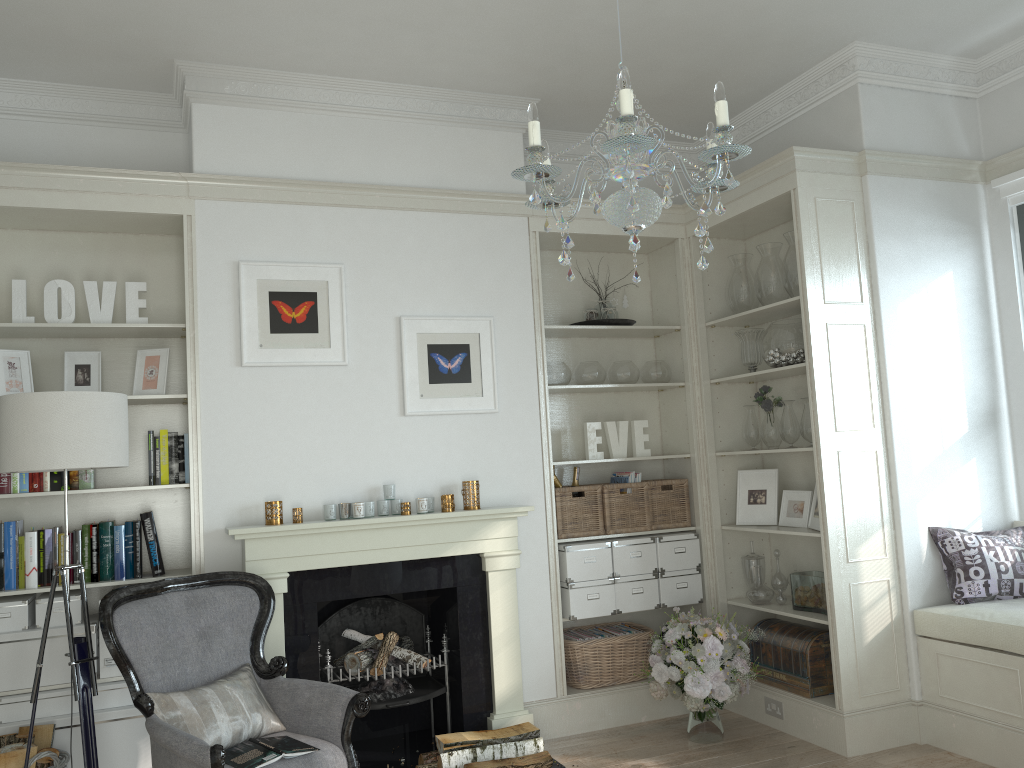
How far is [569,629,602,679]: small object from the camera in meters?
4.7

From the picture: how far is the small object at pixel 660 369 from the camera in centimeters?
506cm

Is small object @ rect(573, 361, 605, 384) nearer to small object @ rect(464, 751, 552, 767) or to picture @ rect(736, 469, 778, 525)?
picture @ rect(736, 469, 778, 525)

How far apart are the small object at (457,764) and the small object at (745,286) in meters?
2.5

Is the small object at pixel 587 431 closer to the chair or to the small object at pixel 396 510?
the small object at pixel 396 510

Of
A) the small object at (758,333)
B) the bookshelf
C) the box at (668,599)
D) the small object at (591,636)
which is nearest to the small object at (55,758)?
the bookshelf

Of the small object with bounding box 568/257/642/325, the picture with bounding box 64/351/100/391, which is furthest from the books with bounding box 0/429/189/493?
the small object with bounding box 568/257/642/325

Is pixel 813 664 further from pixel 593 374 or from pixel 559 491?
pixel 593 374

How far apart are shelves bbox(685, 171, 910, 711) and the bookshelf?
2.7m

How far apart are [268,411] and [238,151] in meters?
1.2 m
